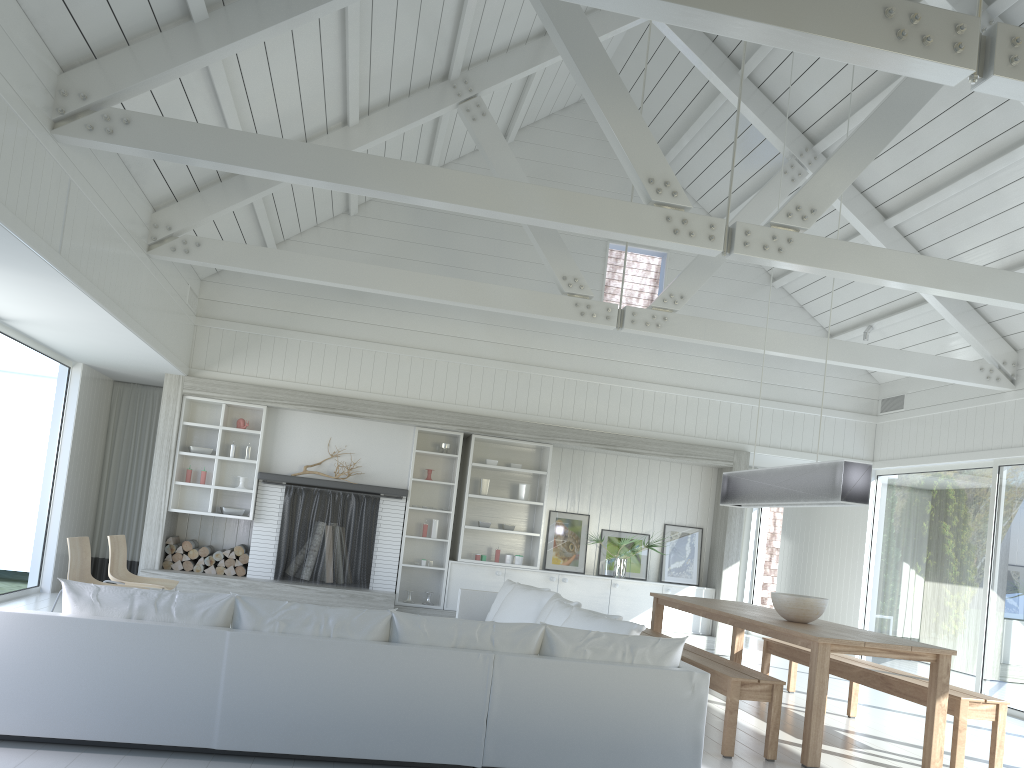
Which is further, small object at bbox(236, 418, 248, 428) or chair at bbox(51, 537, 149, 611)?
small object at bbox(236, 418, 248, 428)

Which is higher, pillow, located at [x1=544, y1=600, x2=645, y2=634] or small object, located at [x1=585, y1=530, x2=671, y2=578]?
small object, located at [x1=585, y1=530, x2=671, y2=578]

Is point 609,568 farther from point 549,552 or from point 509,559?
point 509,559

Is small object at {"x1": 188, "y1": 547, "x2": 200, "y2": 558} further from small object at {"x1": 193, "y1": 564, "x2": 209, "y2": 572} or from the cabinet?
the cabinet

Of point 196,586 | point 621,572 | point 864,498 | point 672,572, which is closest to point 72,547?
point 196,586

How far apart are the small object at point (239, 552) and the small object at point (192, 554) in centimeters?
42cm

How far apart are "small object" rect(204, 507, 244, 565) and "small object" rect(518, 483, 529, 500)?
3.10m

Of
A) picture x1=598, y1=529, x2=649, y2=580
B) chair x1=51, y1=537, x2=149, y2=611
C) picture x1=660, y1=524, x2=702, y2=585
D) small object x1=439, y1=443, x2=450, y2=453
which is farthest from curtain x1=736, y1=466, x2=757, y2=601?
chair x1=51, y1=537, x2=149, y2=611

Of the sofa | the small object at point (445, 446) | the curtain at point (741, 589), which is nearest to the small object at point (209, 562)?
the small object at point (445, 446)

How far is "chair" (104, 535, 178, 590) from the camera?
6.8 meters
